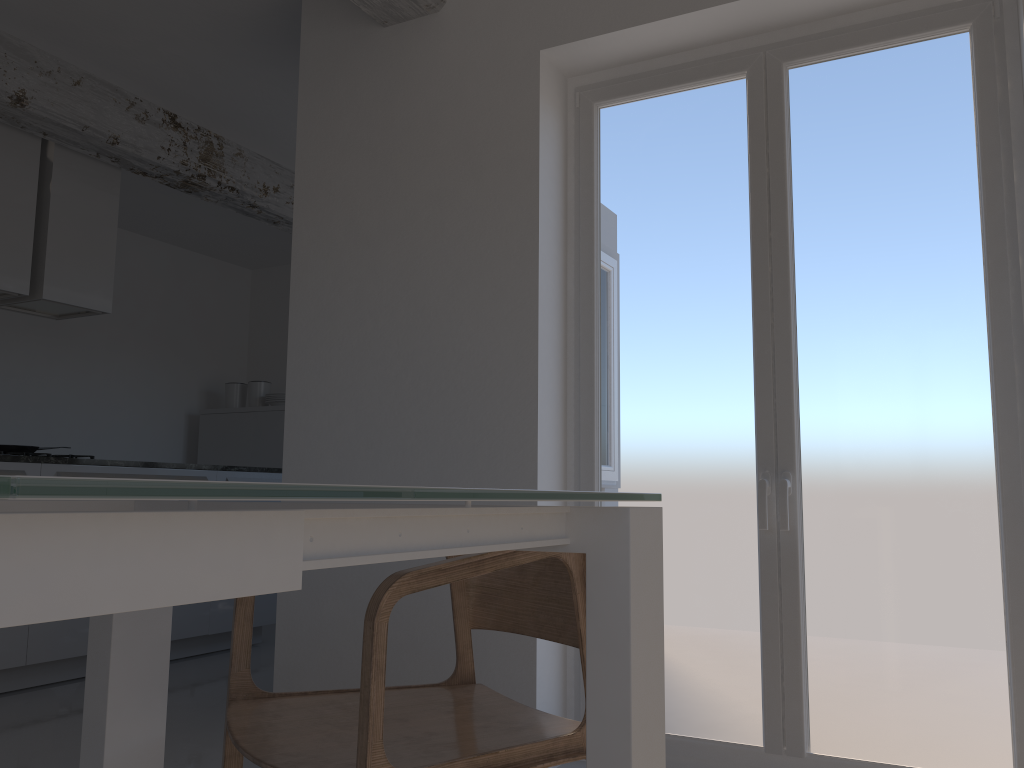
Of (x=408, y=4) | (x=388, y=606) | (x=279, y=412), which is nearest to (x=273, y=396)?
(x=279, y=412)

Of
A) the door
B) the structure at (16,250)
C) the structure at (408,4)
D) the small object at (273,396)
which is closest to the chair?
the door

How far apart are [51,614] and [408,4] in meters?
3.1

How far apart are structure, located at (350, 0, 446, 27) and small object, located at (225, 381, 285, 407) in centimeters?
411cm

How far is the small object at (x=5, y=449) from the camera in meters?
4.5 m

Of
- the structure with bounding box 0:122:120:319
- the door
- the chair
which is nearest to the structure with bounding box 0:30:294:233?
the structure with bounding box 0:122:120:319

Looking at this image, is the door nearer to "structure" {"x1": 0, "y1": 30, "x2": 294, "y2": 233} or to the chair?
the chair

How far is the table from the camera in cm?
46

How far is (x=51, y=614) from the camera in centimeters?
46cm

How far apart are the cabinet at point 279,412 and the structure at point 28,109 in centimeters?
160cm
